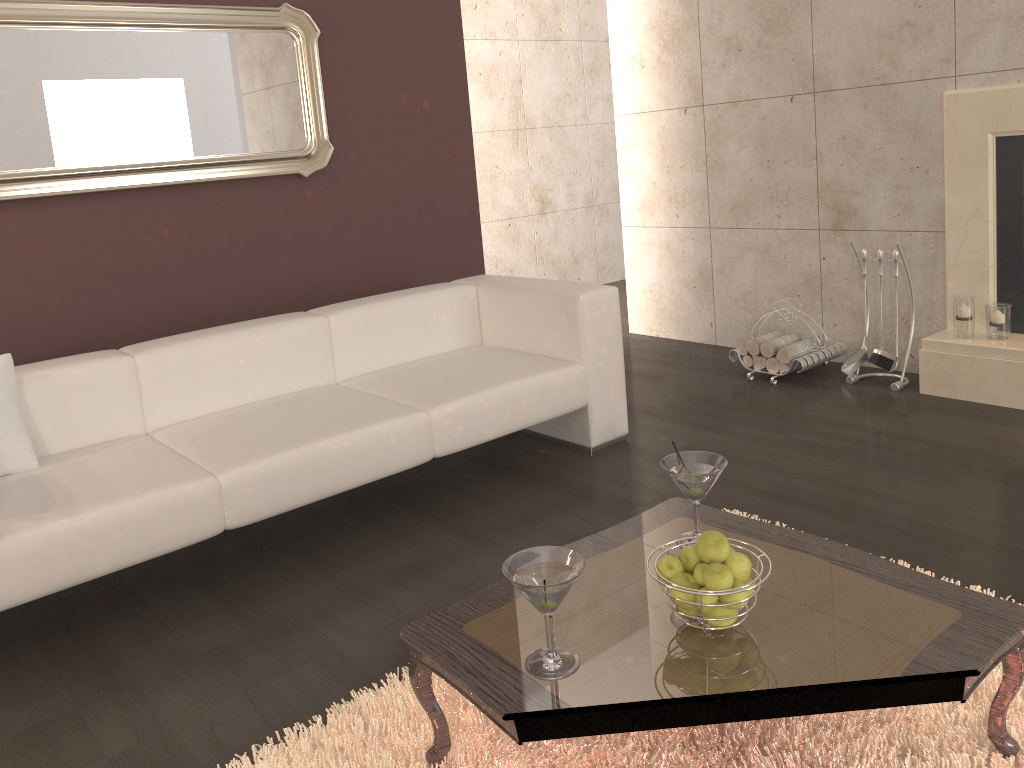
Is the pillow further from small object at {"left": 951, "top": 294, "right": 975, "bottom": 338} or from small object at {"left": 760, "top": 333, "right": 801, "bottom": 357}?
small object at {"left": 951, "top": 294, "right": 975, "bottom": 338}

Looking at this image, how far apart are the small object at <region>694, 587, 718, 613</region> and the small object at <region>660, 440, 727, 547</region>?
0.4m

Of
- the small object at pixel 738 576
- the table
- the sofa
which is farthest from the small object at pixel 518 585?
the sofa

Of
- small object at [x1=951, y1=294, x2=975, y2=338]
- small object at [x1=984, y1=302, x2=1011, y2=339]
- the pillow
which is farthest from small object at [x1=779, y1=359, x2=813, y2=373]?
the pillow

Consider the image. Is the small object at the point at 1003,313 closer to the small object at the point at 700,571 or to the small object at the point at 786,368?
the small object at the point at 786,368

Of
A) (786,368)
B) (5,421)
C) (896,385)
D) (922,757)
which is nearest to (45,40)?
(5,421)

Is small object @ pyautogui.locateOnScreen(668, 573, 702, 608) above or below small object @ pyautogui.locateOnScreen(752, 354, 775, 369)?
above

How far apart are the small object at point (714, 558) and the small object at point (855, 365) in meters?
2.8

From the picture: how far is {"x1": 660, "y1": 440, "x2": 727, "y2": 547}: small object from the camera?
2.0m

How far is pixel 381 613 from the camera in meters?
2.6 m
